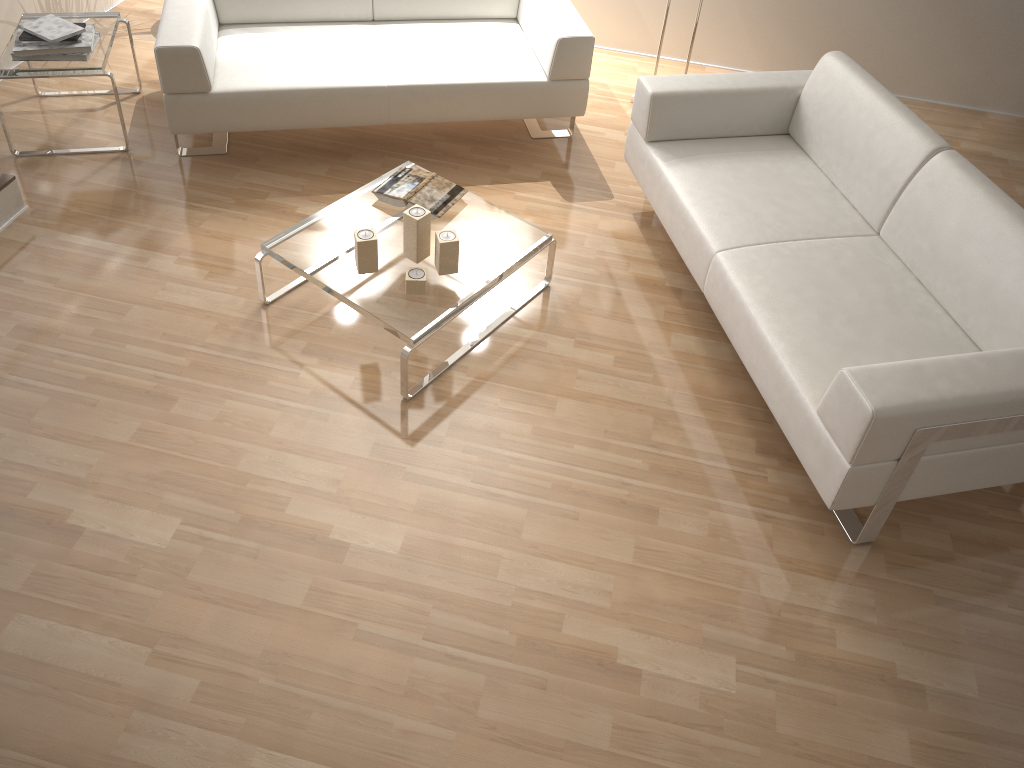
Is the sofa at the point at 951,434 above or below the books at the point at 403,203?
above

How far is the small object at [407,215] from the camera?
2.8m

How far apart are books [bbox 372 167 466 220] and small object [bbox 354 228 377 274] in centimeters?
34cm

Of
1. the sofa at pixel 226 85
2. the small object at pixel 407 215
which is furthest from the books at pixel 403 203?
the sofa at pixel 226 85

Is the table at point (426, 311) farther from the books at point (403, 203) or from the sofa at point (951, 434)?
the sofa at point (951, 434)

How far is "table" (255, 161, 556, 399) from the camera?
2.7m

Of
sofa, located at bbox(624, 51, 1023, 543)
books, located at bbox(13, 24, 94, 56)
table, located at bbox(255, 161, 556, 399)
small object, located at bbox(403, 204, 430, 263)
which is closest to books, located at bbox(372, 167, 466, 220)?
table, located at bbox(255, 161, 556, 399)

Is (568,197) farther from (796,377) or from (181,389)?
(181,389)

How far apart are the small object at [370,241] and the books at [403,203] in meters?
0.3 m

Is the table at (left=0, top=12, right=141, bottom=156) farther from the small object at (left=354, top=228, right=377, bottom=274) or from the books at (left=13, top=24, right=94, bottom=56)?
the small object at (left=354, top=228, right=377, bottom=274)
